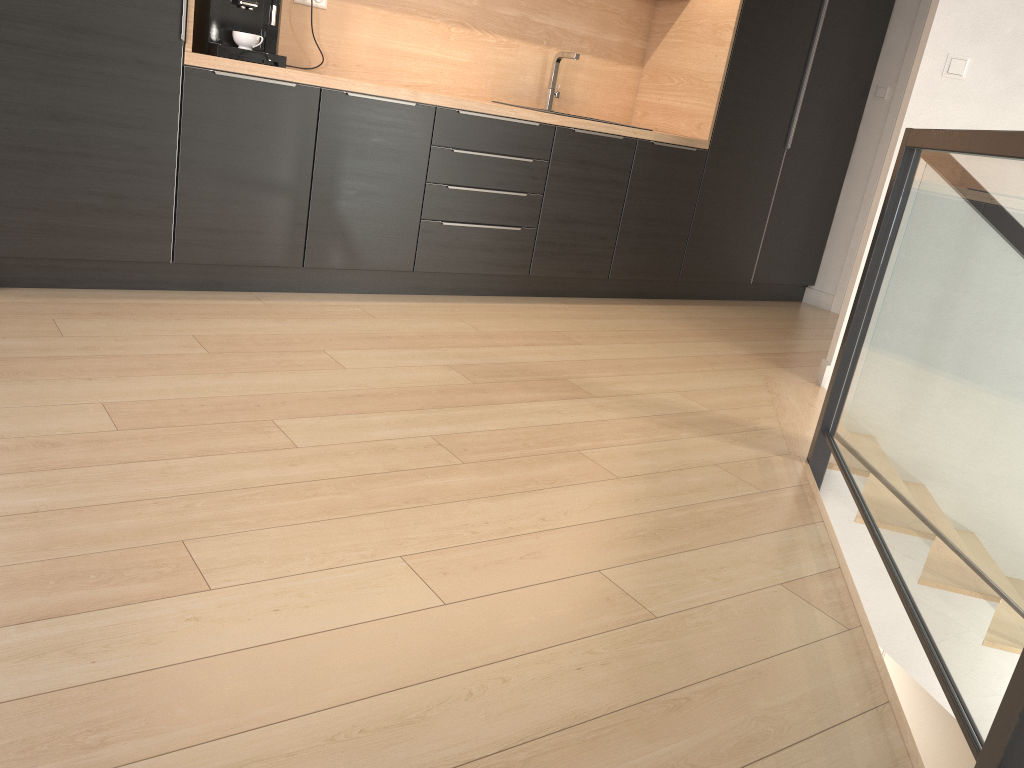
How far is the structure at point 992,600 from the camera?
1.4m

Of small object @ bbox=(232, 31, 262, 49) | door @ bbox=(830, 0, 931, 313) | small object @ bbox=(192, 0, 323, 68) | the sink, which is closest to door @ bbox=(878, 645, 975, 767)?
door @ bbox=(830, 0, 931, 313)

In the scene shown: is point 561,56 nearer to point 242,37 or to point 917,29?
point 242,37

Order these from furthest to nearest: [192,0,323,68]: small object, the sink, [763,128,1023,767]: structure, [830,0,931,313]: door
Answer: Result: [830,0,931,313]: door < the sink < [192,0,323,68]: small object < [763,128,1023,767]: structure

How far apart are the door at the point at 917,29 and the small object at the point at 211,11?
3.5m

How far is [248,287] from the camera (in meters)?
3.47

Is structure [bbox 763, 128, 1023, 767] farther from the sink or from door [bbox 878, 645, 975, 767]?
door [bbox 878, 645, 975, 767]

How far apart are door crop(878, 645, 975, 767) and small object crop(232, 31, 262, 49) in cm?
464

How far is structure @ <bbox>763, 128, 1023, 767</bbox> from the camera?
1.38m

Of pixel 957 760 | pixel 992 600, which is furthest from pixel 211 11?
pixel 957 760
